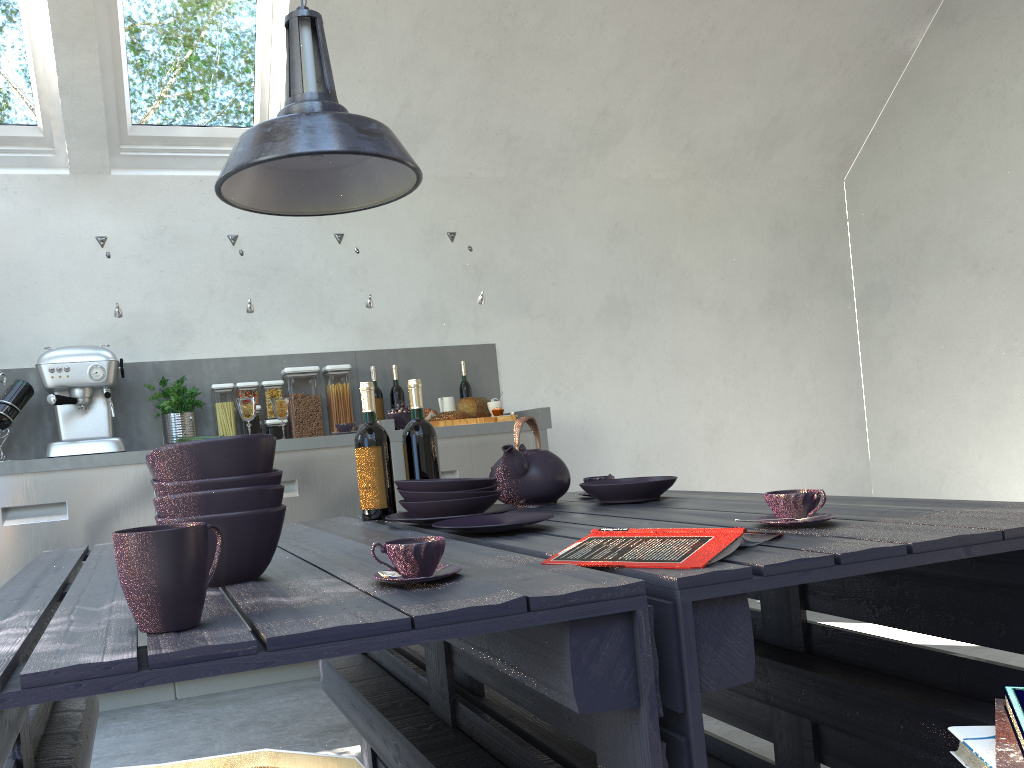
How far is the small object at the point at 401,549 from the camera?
1.1m

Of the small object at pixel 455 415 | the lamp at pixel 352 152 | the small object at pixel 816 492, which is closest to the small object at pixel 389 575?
→ the small object at pixel 816 492

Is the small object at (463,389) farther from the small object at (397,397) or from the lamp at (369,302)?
the lamp at (369,302)

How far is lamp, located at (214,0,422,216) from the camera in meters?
1.6 m

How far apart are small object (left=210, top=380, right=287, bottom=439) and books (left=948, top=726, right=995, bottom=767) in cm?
337

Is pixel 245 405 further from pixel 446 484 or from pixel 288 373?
pixel 446 484

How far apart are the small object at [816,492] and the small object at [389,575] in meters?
0.6 m

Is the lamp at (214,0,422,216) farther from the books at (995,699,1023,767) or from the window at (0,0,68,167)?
the window at (0,0,68,167)

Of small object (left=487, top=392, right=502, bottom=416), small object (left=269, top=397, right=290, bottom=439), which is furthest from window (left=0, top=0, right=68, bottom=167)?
small object (left=487, top=392, right=502, bottom=416)

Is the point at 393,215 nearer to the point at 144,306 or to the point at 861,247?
the point at 144,306
